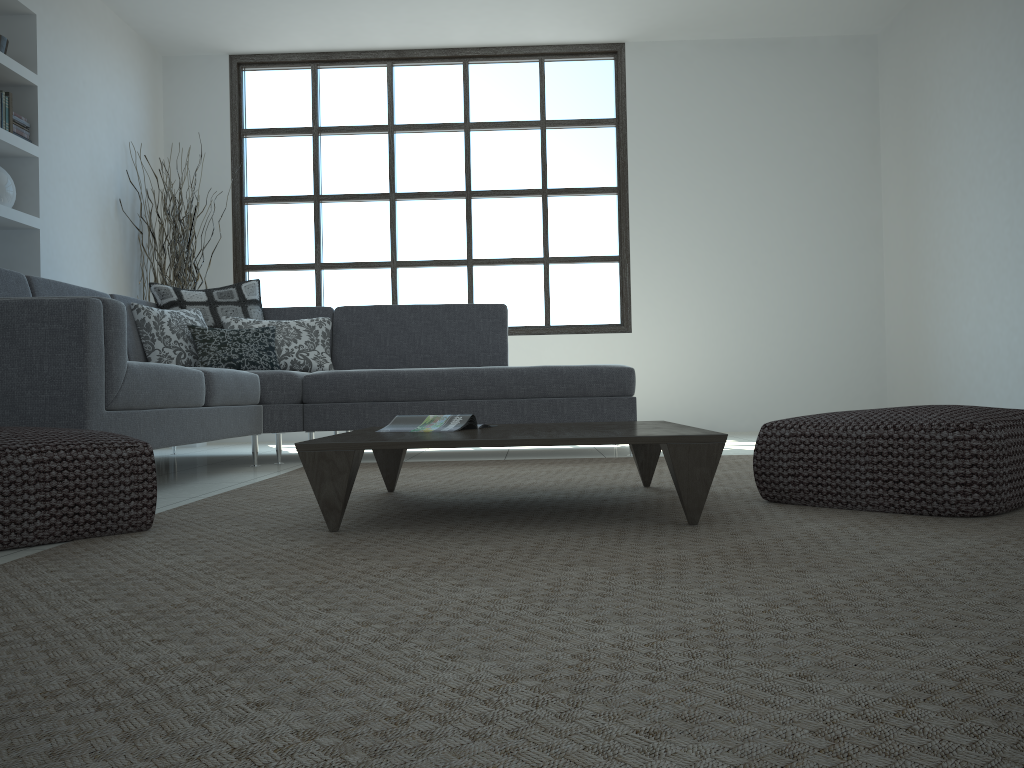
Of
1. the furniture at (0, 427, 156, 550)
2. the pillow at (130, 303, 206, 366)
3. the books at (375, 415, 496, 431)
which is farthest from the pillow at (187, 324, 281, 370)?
the furniture at (0, 427, 156, 550)

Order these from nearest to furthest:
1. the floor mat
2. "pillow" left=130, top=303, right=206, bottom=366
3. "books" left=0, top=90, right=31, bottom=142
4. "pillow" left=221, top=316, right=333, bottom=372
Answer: the floor mat
"pillow" left=130, top=303, right=206, bottom=366
"books" left=0, top=90, right=31, bottom=142
"pillow" left=221, top=316, right=333, bottom=372

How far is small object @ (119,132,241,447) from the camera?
6.1 meters

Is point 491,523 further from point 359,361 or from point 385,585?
point 359,361

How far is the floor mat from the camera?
0.8 meters

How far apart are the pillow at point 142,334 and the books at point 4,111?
1.3m

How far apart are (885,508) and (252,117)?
6.06m

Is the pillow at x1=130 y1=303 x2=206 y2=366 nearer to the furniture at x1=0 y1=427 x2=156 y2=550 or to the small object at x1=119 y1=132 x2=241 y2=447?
the small object at x1=119 y1=132 x2=241 y2=447

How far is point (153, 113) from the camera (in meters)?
6.69

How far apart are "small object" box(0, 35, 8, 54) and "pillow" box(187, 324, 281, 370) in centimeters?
195cm
